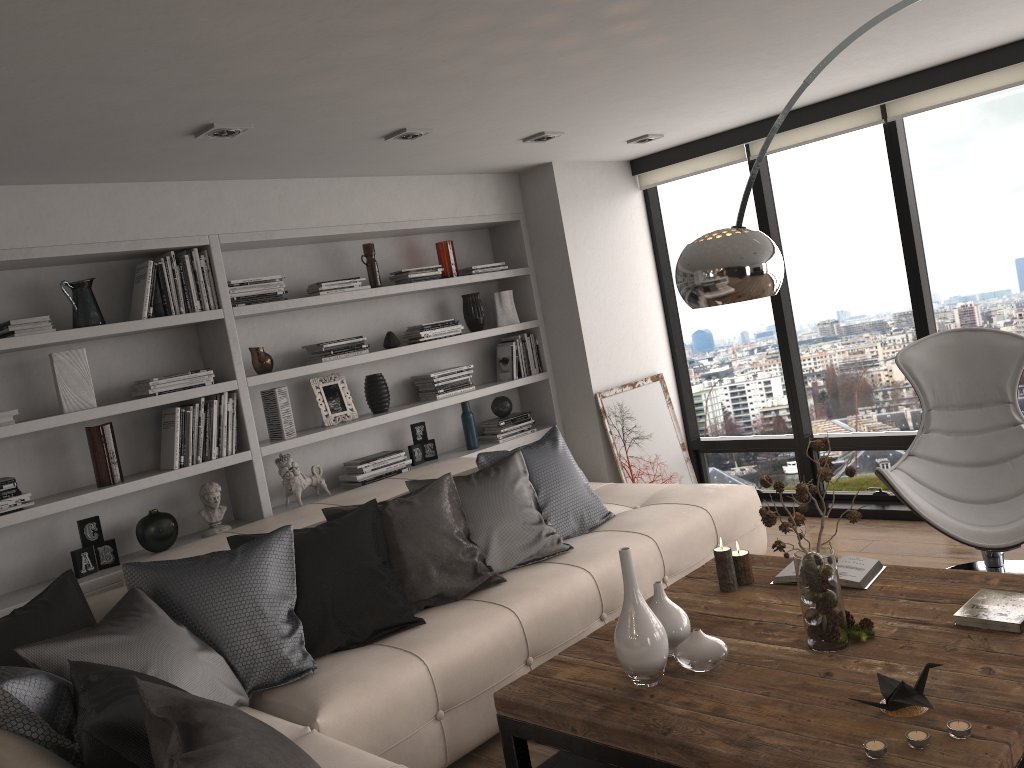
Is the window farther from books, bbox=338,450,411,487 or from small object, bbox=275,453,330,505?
small object, bbox=275,453,330,505

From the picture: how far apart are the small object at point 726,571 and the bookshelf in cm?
214

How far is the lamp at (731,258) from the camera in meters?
2.5 m

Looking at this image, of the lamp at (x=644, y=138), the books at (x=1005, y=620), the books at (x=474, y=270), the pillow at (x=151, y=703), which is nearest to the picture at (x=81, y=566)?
the pillow at (x=151, y=703)

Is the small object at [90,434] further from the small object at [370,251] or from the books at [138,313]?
the small object at [370,251]

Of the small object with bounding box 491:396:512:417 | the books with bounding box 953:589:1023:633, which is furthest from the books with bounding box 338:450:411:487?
the books with bounding box 953:589:1023:633

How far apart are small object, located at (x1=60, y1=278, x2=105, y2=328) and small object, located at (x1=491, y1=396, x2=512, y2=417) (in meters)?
2.40

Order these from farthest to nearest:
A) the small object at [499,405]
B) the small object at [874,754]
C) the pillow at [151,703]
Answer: the small object at [499,405]
the small object at [874,754]
the pillow at [151,703]

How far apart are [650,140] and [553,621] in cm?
298

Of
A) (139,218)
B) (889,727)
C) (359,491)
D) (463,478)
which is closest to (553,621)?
(463,478)
